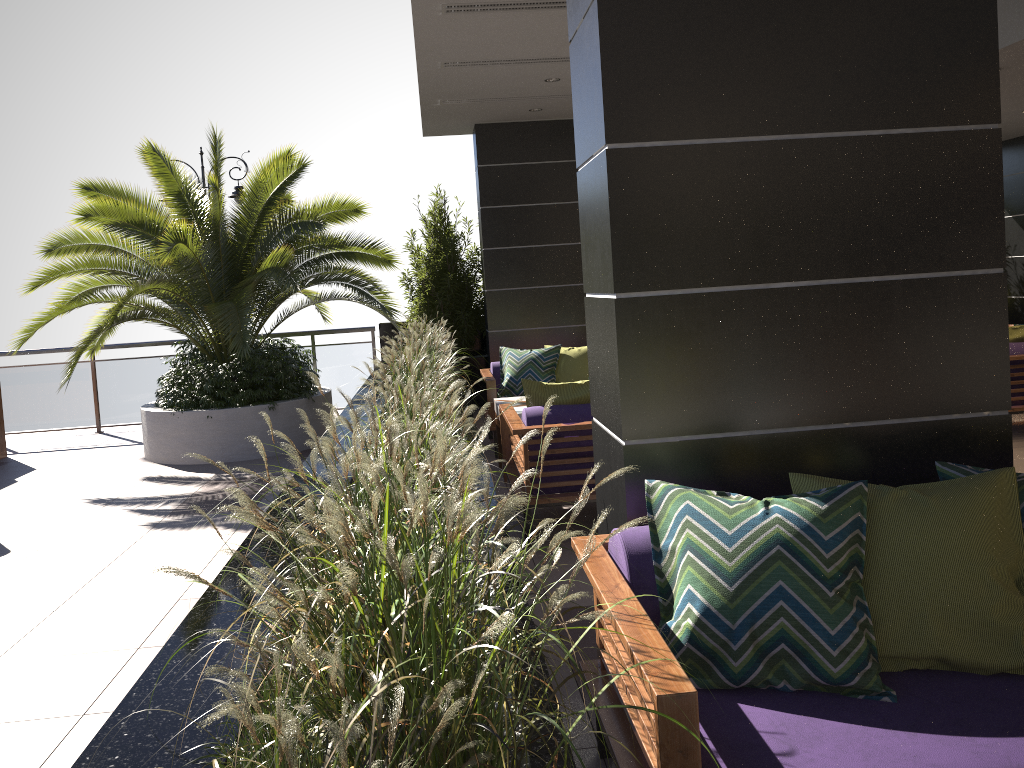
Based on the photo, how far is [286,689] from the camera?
1.3m

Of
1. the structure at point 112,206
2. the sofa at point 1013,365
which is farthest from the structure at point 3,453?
the sofa at point 1013,365

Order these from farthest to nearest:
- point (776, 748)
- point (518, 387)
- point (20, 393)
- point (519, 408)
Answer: point (20, 393)
point (518, 387)
point (519, 408)
point (776, 748)

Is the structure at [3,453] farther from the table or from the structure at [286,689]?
the table

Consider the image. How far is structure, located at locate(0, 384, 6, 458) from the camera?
9.3m

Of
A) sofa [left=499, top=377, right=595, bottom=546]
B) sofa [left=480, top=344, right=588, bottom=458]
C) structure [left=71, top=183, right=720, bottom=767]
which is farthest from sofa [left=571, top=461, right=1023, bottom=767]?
sofa [left=480, top=344, right=588, bottom=458]

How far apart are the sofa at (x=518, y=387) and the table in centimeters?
45cm

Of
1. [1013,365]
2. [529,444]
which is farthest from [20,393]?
[1013,365]

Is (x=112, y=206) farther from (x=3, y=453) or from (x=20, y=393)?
(x=20, y=393)

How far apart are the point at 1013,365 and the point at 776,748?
6.0m
